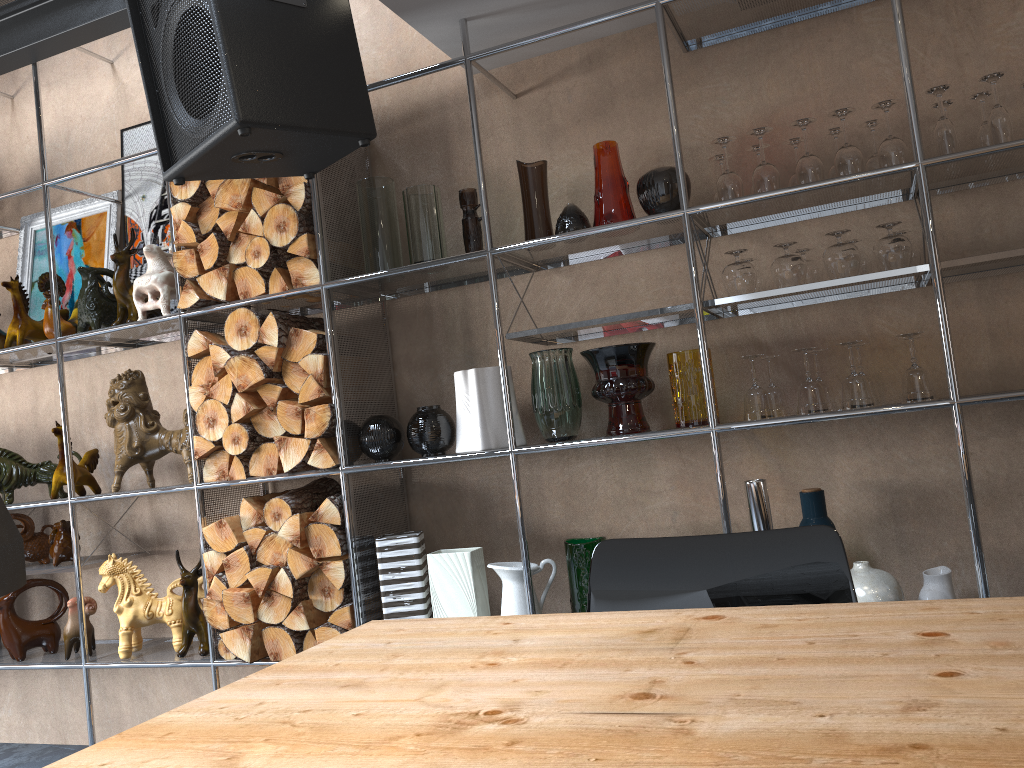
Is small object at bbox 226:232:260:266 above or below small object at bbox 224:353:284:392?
above

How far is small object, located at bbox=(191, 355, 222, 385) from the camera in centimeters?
290cm

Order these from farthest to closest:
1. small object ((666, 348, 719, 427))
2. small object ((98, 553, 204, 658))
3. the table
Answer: small object ((98, 553, 204, 658)) → small object ((666, 348, 719, 427)) → the table

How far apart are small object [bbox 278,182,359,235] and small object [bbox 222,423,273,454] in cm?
70

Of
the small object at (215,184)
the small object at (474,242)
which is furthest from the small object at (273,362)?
the small object at (474,242)

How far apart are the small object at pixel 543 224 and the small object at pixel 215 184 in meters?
1.0 m

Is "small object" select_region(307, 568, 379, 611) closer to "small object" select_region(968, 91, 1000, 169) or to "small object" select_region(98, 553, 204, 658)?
"small object" select_region(98, 553, 204, 658)

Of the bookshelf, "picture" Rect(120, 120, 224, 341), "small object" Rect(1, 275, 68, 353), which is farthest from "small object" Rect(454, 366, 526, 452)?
"small object" Rect(1, 275, 68, 353)

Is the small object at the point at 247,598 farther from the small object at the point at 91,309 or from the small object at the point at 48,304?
the small object at the point at 48,304

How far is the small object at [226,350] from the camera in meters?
2.8
